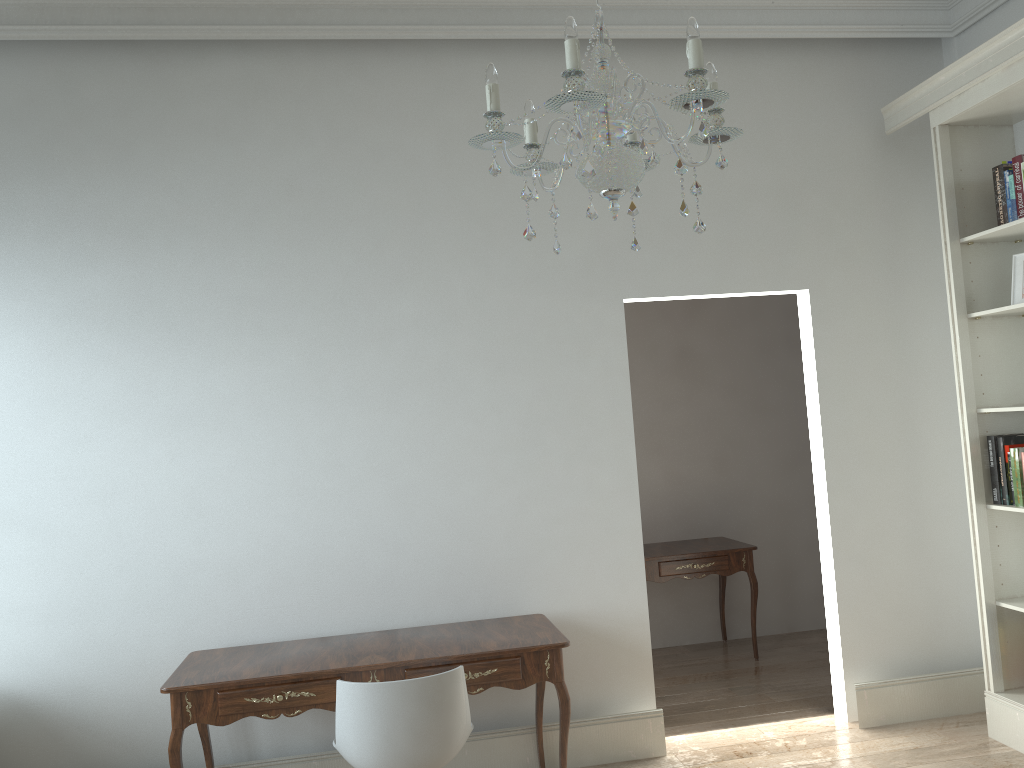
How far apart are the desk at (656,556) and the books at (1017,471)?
1.6m

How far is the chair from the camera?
2.7 meters

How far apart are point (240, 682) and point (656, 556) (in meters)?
2.69

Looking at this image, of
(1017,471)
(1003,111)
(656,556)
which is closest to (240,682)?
(656,556)

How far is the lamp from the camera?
1.8m

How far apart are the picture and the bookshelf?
0.0m

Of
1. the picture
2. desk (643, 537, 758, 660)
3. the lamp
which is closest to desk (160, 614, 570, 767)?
desk (643, 537, 758, 660)

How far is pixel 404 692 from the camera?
2.73m

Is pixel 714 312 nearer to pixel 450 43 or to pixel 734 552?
pixel 734 552

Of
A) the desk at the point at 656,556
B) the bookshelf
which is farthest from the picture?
the desk at the point at 656,556
